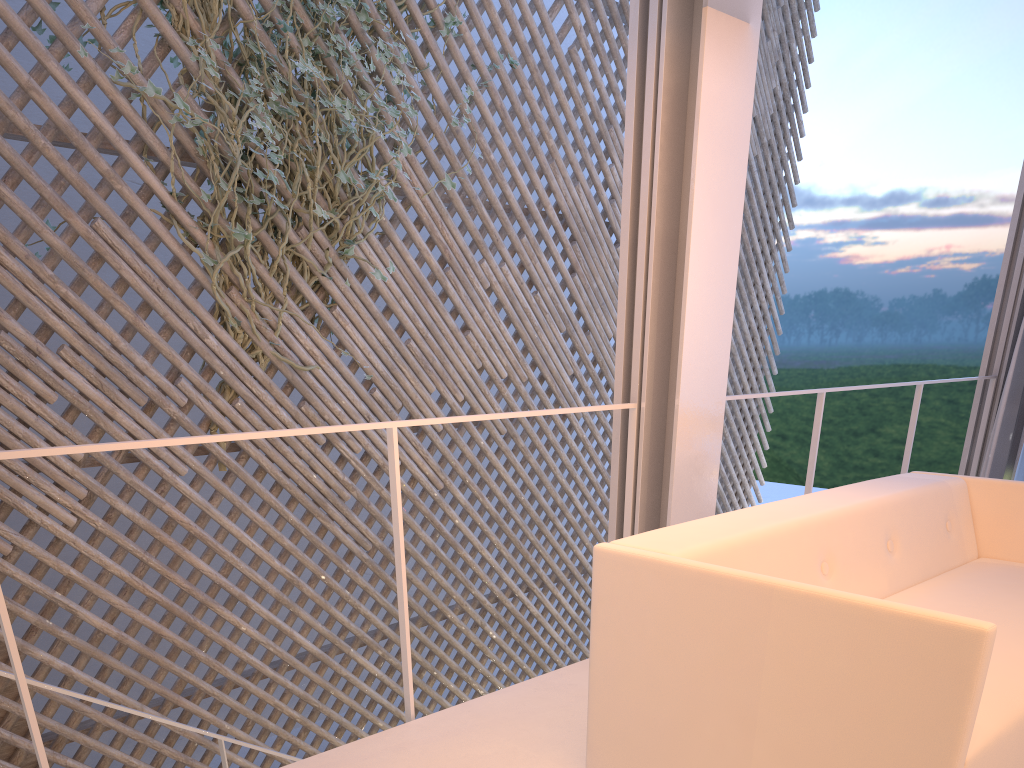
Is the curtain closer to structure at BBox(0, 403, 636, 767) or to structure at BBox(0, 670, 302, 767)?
structure at BBox(0, 403, 636, 767)

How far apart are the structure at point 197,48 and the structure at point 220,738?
0.9 meters

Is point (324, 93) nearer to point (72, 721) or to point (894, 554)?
point (72, 721)

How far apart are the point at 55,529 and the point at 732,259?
1.9 meters

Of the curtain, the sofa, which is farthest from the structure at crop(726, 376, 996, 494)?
the sofa

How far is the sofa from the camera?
0.8m

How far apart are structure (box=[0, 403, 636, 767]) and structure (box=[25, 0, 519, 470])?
1.34m

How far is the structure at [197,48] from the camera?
2.6 meters

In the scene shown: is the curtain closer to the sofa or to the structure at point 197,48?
the sofa

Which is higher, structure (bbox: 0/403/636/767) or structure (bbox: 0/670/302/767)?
structure (bbox: 0/403/636/767)
